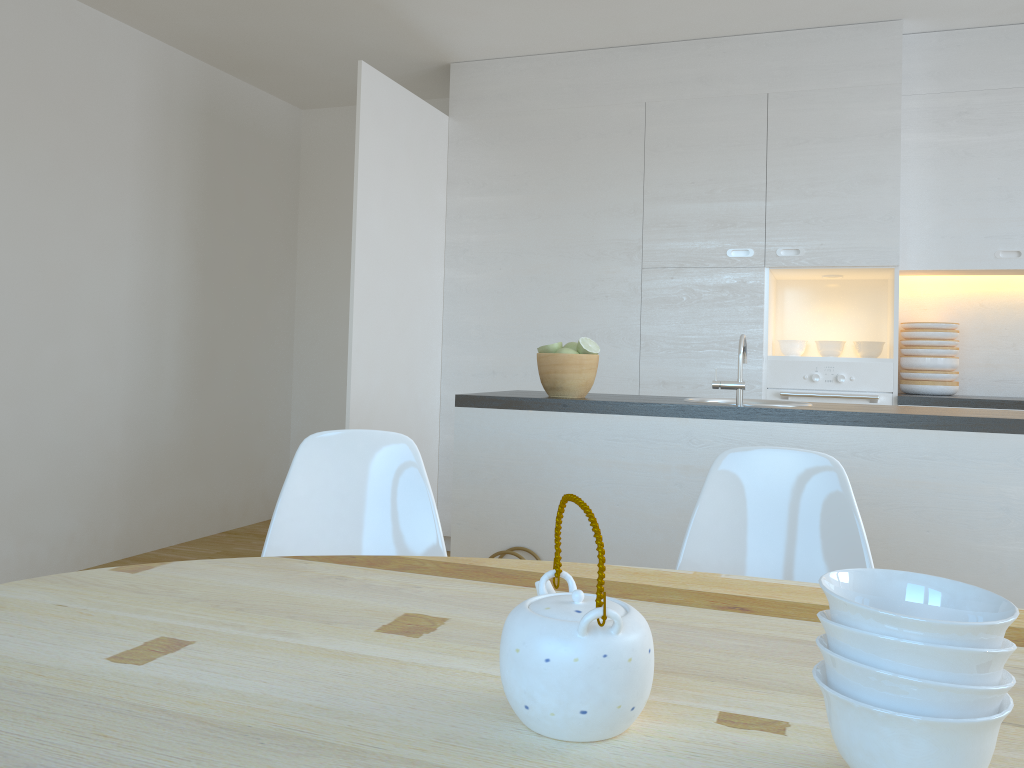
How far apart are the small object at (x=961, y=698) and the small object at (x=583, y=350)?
2.08m

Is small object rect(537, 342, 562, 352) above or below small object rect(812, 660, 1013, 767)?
above

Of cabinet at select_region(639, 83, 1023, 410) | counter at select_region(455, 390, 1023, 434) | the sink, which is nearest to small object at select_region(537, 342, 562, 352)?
counter at select_region(455, 390, 1023, 434)

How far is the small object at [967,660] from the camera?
0.7 meters

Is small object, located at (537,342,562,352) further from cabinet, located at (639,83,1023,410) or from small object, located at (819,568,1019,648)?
small object, located at (819,568,1019,648)

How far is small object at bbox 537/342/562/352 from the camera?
2.88m

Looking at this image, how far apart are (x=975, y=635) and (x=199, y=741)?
0.66m

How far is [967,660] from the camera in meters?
0.7

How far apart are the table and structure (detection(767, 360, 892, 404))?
3.0 meters

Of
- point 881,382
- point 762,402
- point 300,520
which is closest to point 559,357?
point 762,402
